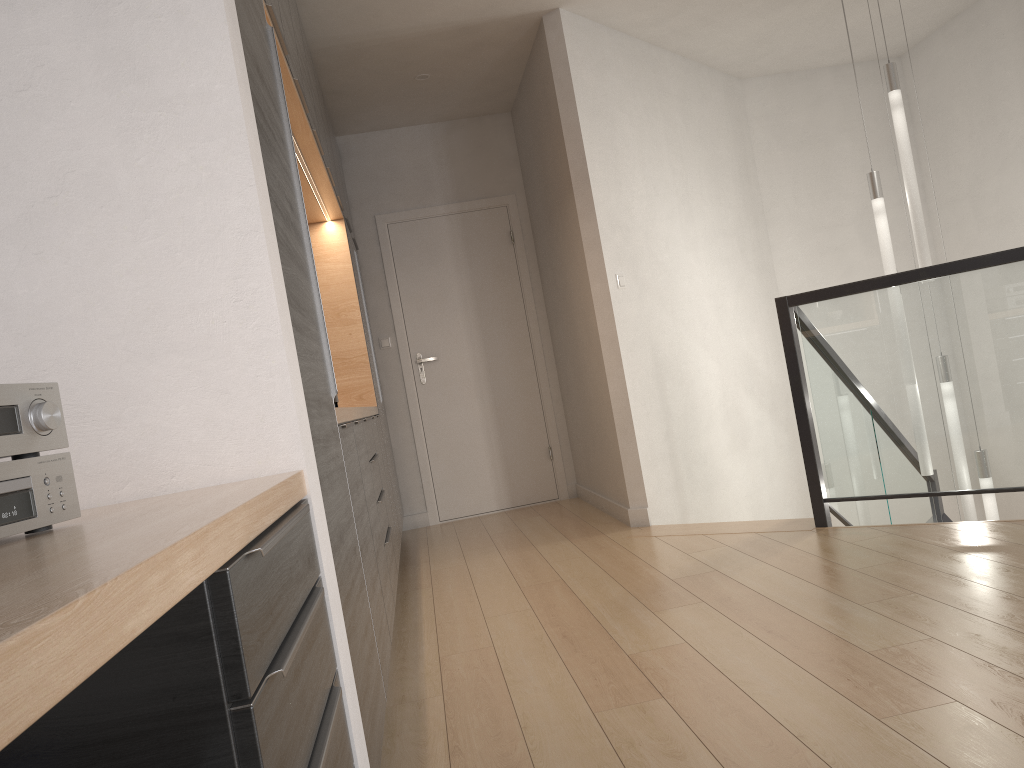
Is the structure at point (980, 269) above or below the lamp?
below

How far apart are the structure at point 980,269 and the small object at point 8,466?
3.2m

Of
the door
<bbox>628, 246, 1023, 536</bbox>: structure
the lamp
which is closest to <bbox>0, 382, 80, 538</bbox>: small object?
<bbox>628, 246, 1023, 536</bbox>: structure

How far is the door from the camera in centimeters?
601cm

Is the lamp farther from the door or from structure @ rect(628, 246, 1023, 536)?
the door

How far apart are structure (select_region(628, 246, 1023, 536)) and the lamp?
0.3m

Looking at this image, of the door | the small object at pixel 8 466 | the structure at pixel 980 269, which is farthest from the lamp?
the small object at pixel 8 466

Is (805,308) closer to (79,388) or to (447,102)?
(447,102)

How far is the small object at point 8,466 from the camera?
1.0m

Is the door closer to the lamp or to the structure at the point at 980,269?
the structure at the point at 980,269
